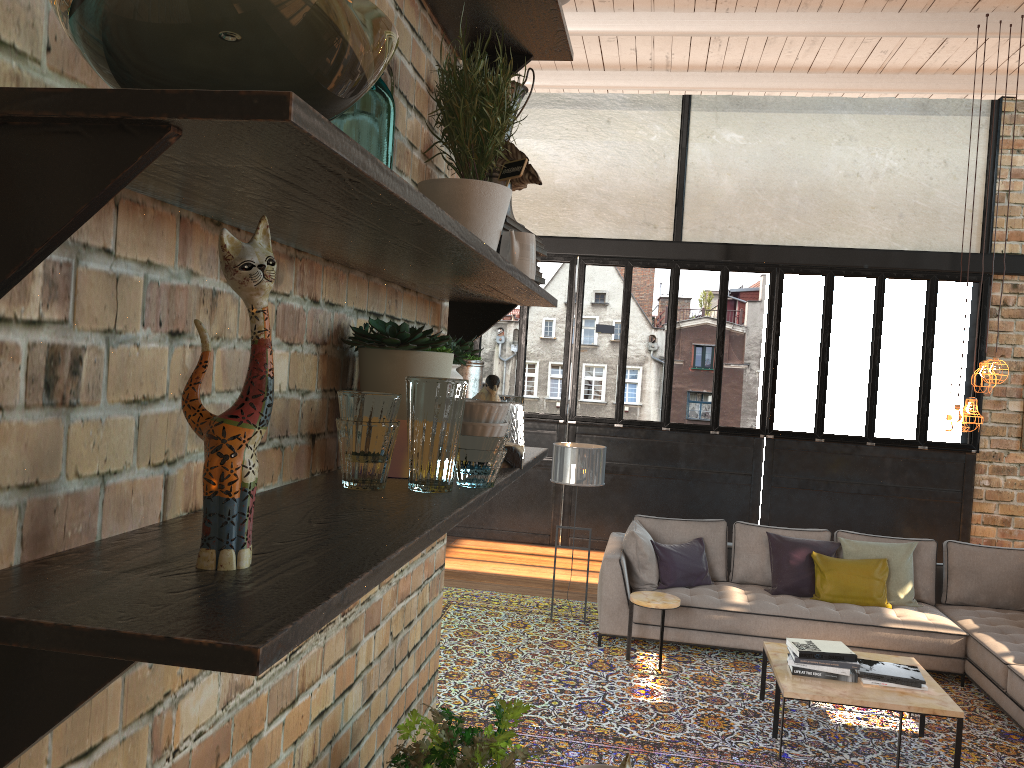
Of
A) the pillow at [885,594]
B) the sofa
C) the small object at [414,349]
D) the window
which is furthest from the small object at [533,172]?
the window

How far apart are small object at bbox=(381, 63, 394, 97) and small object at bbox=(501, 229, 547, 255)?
0.6m

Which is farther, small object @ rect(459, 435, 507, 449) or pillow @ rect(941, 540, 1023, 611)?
pillow @ rect(941, 540, 1023, 611)

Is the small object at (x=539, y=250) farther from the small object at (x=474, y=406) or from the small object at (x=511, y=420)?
the small object at (x=474, y=406)

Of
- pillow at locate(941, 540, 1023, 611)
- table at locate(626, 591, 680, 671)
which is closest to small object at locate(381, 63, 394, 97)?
table at locate(626, 591, 680, 671)

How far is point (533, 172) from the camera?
1.6m

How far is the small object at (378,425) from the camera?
1.0m

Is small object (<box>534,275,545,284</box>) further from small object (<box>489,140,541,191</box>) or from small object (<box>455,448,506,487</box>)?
small object (<box>455,448,506,487</box>)

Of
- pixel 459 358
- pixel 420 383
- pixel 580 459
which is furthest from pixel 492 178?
pixel 580 459

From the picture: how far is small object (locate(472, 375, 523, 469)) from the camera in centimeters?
138cm
